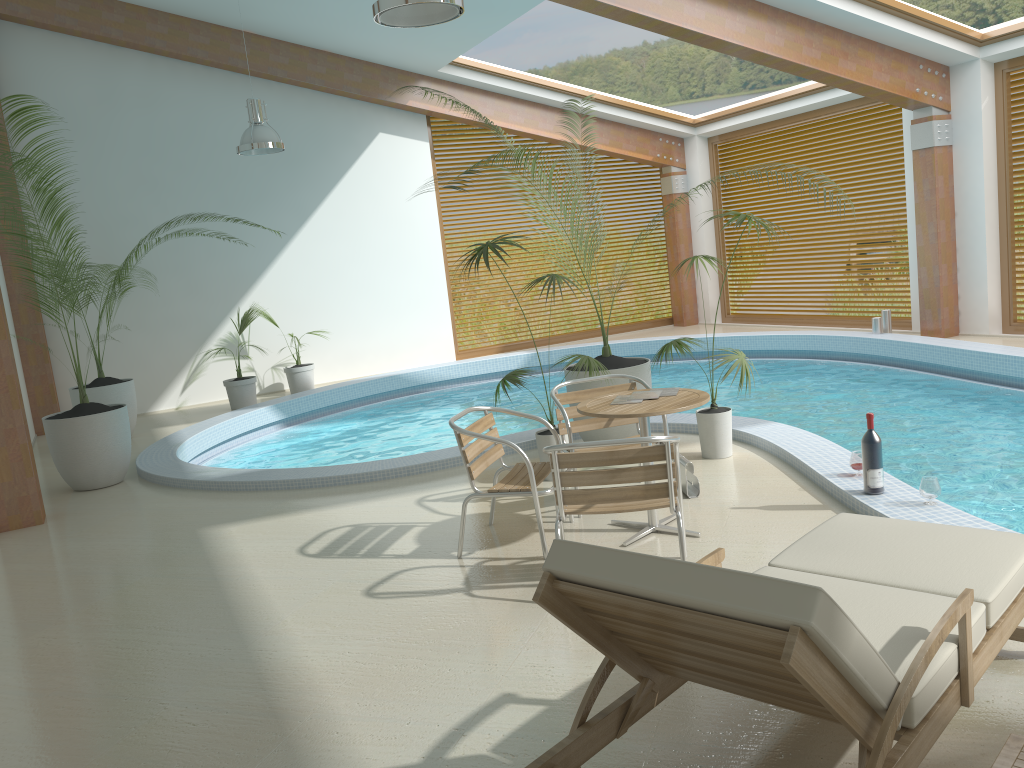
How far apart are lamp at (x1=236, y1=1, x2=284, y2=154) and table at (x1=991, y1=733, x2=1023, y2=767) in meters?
8.7 m

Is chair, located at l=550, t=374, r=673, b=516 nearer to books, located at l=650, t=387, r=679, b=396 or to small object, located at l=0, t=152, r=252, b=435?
books, located at l=650, t=387, r=679, b=396

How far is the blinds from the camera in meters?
12.1 m

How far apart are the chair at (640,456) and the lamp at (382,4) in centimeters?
249cm

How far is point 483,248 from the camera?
5.76m

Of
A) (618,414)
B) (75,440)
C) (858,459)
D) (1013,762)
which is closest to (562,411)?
(618,414)

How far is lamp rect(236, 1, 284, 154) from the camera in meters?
9.2

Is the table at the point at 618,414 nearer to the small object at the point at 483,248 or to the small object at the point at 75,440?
the small object at the point at 483,248

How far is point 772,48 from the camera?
8.93m

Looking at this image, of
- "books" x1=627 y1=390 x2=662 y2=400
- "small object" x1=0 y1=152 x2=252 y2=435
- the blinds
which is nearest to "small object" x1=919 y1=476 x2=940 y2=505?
"books" x1=627 y1=390 x2=662 y2=400
